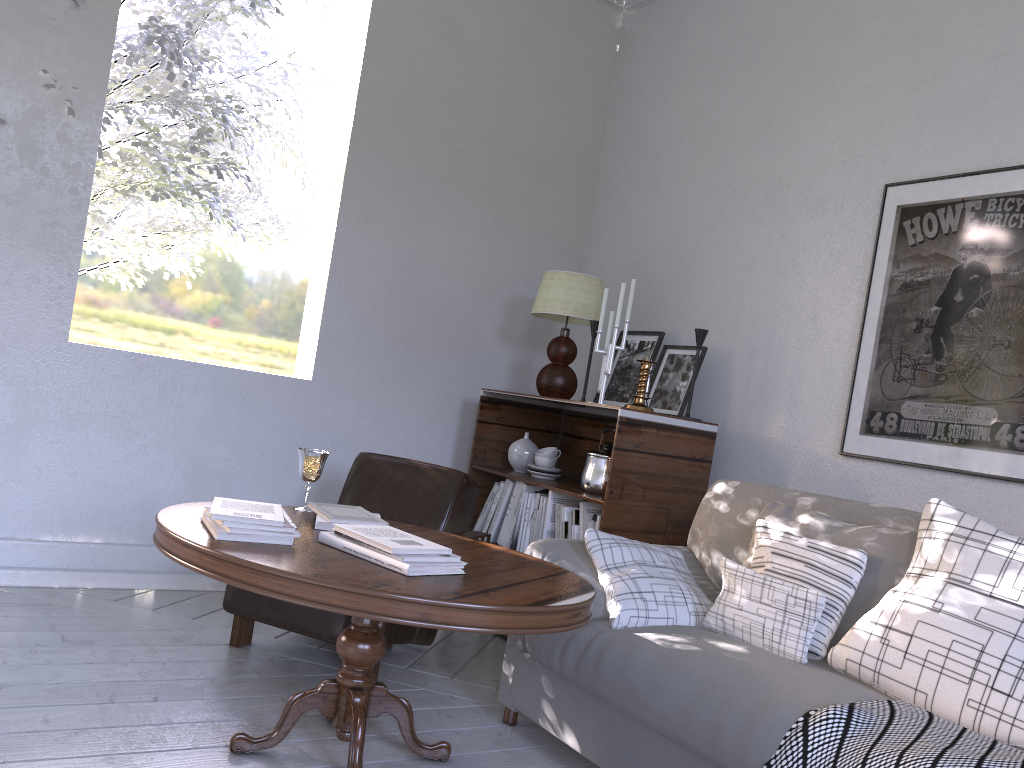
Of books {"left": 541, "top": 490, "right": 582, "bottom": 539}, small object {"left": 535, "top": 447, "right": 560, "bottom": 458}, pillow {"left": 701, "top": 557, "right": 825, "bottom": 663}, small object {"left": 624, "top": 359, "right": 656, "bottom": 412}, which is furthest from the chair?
pillow {"left": 701, "top": 557, "right": 825, "bottom": 663}

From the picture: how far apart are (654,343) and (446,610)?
1.9m

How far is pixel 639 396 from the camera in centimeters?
270cm

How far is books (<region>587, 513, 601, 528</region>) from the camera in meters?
2.7 m

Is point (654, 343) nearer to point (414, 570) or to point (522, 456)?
point (522, 456)

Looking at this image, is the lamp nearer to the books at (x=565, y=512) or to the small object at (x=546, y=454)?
the small object at (x=546, y=454)

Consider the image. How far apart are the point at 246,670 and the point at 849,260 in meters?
2.0

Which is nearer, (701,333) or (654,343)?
(701,333)

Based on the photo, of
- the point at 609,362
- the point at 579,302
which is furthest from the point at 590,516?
the point at 579,302

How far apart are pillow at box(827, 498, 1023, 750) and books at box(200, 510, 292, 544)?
1.0 meters
